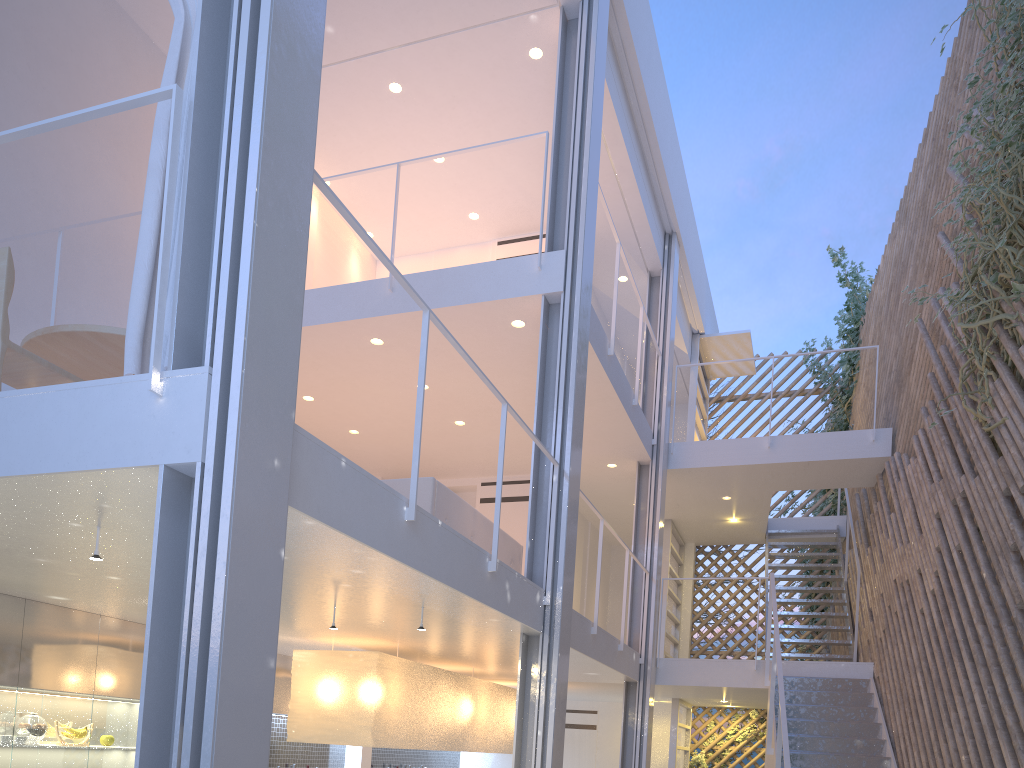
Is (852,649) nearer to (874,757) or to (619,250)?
(874,757)

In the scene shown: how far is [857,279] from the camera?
6.65m

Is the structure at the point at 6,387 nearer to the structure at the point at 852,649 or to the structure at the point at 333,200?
the structure at the point at 333,200

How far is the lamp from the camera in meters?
3.4

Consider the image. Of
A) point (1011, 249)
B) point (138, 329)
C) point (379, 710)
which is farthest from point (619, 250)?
point (138, 329)

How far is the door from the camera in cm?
640

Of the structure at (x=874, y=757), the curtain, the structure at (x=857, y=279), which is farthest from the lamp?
the structure at (x=857, y=279)

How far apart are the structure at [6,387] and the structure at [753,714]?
4.6m

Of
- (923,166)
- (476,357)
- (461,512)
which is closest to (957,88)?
(923,166)

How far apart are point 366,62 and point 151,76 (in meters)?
1.08
